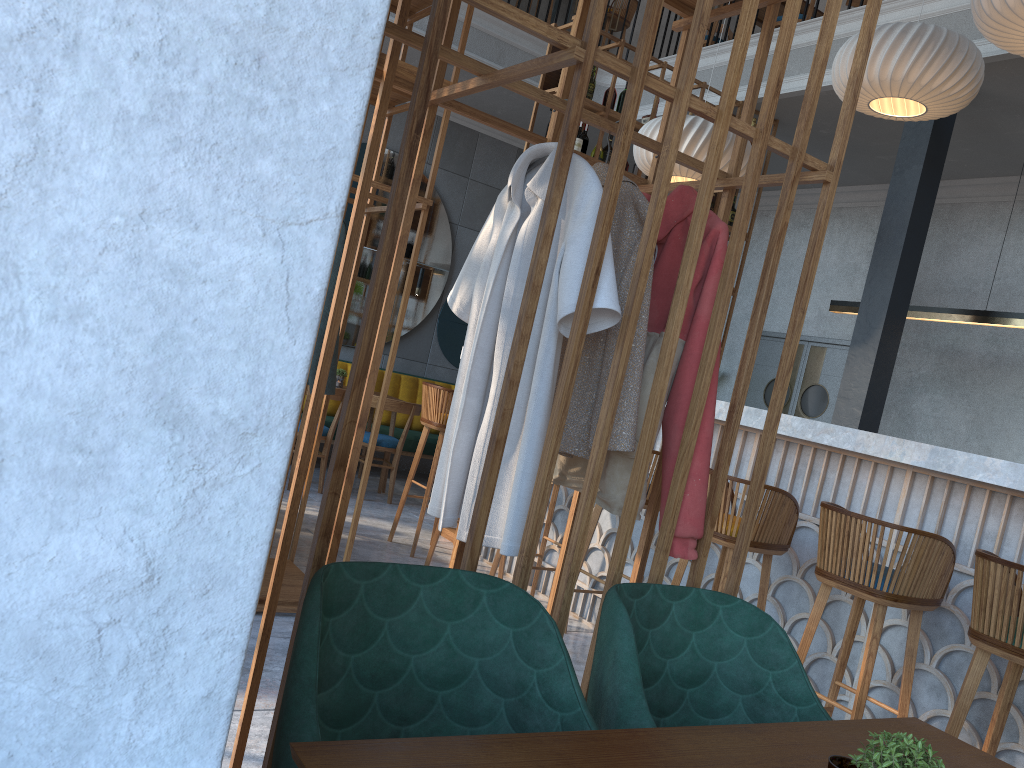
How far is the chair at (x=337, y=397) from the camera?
6.4 meters

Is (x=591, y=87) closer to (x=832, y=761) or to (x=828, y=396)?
(x=828, y=396)

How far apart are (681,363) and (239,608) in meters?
1.4

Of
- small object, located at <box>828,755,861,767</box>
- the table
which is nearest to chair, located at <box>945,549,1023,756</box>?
the table

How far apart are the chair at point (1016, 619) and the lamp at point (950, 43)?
2.9m

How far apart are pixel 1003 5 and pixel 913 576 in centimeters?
221cm

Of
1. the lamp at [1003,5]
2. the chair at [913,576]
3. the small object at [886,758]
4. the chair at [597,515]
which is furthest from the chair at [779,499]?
the small object at [886,758]

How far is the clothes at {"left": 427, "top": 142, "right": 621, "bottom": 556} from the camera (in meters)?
1.82

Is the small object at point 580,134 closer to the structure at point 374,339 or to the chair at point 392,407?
the structure at point 374,339

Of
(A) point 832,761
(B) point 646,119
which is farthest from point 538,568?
(B) point 646,119
